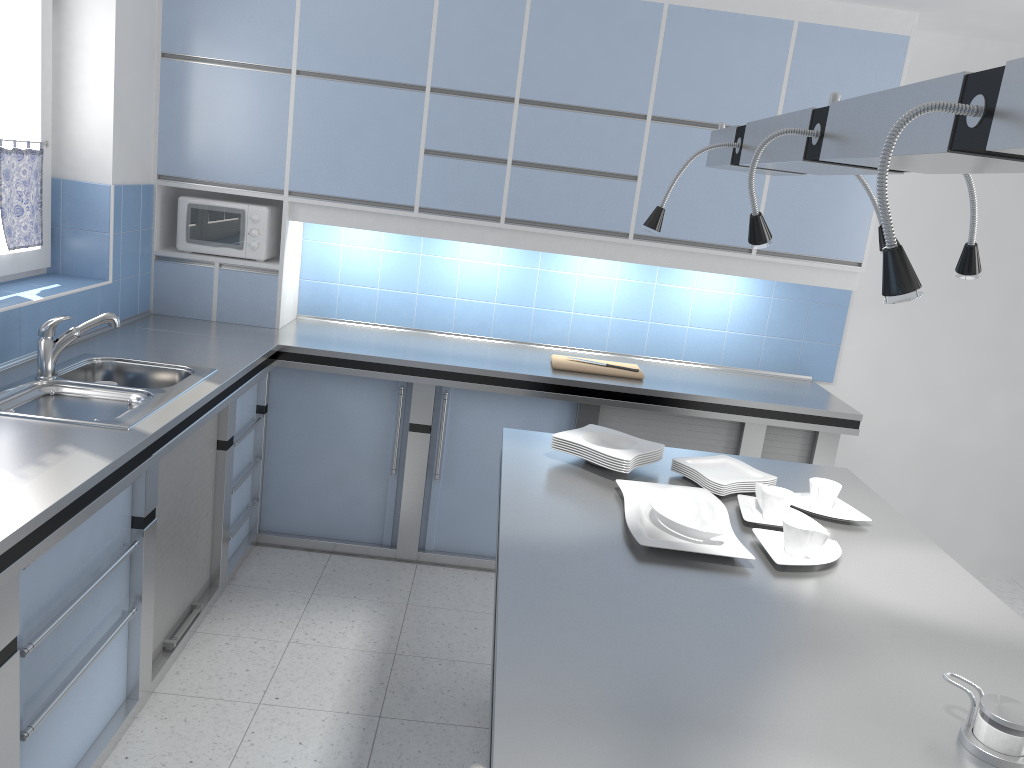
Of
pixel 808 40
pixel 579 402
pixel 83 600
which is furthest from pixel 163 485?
pixel 808 40

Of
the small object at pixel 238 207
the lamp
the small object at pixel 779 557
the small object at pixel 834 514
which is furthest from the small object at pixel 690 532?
the small object at pixel 238 207

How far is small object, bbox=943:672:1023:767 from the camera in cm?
143

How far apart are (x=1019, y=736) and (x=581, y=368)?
2.77m

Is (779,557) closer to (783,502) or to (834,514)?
(783,502)

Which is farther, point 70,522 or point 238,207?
point 238,207

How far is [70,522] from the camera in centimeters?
207cm

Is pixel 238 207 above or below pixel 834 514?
above

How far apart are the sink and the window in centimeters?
48cm

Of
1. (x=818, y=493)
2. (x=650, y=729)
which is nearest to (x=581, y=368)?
(x=818, y=493)
